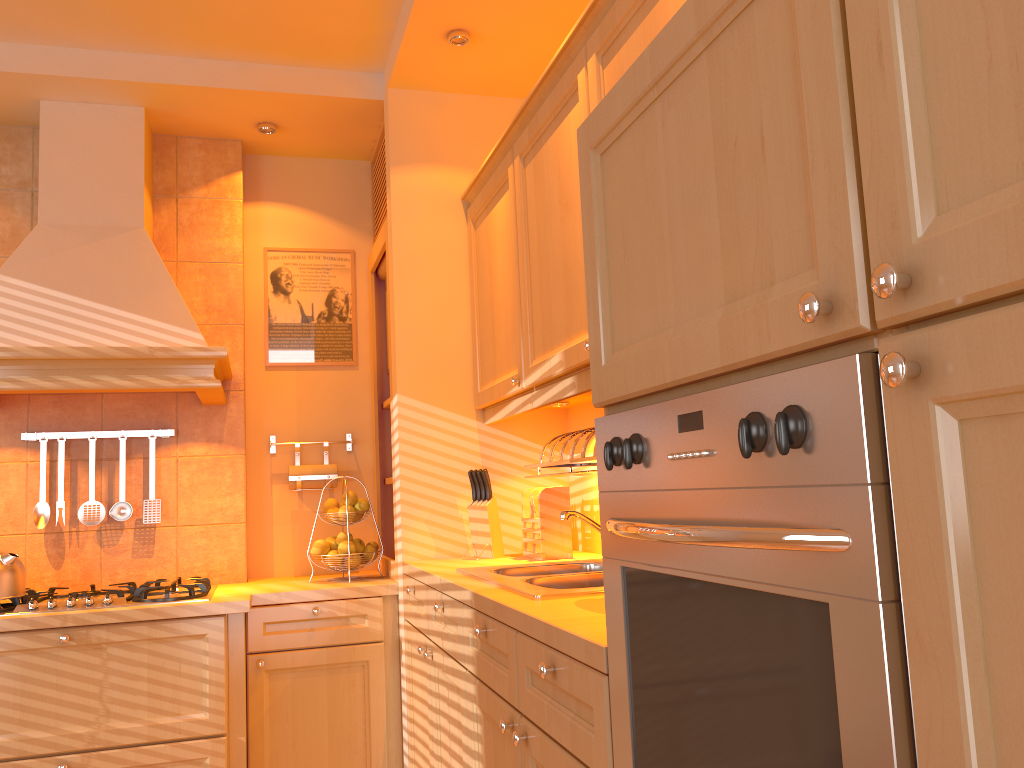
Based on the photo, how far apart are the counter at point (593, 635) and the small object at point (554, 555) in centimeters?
3cm

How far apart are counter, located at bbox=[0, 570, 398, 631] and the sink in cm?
73

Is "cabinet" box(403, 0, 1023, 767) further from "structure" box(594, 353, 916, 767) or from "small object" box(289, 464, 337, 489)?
"small object" box(289, 464, 337, 489)

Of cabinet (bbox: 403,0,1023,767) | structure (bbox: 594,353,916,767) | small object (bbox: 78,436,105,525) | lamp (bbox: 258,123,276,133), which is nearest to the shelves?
cabinet (bbox: 403,0,1023,767)

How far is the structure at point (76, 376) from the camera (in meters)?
2.77

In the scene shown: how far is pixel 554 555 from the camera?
2.7 meters

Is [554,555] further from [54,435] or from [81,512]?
[54,435]

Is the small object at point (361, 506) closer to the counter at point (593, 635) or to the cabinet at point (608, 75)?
the counter at point (593, 635)

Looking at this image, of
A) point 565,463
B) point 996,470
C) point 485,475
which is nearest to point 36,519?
point 485,475

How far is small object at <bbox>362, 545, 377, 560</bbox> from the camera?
3.2 meters
